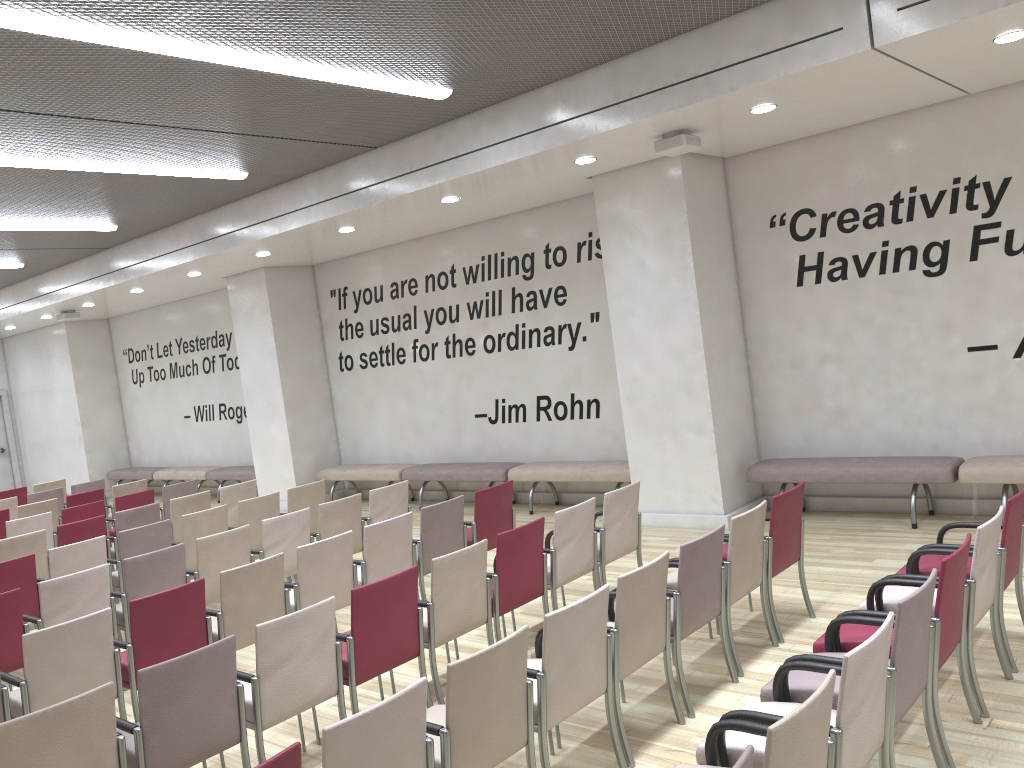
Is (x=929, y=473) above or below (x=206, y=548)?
below

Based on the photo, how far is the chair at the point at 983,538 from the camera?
4.05m

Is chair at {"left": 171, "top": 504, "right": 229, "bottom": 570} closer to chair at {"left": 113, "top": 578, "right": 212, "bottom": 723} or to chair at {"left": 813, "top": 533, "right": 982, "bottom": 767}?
chair at {"left": 113, "top": 578, "right": 212, "bottom": 723}

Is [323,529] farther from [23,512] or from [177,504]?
[23,512]

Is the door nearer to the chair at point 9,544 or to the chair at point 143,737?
the chair at point 9,544

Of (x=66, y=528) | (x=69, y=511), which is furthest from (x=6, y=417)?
(x=66, y=528)

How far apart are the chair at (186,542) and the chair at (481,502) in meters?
2.3 m

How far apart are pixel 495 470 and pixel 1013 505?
6.6 meters

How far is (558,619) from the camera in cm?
363

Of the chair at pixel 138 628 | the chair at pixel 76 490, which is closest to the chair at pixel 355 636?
the chair at pixel 138 628
